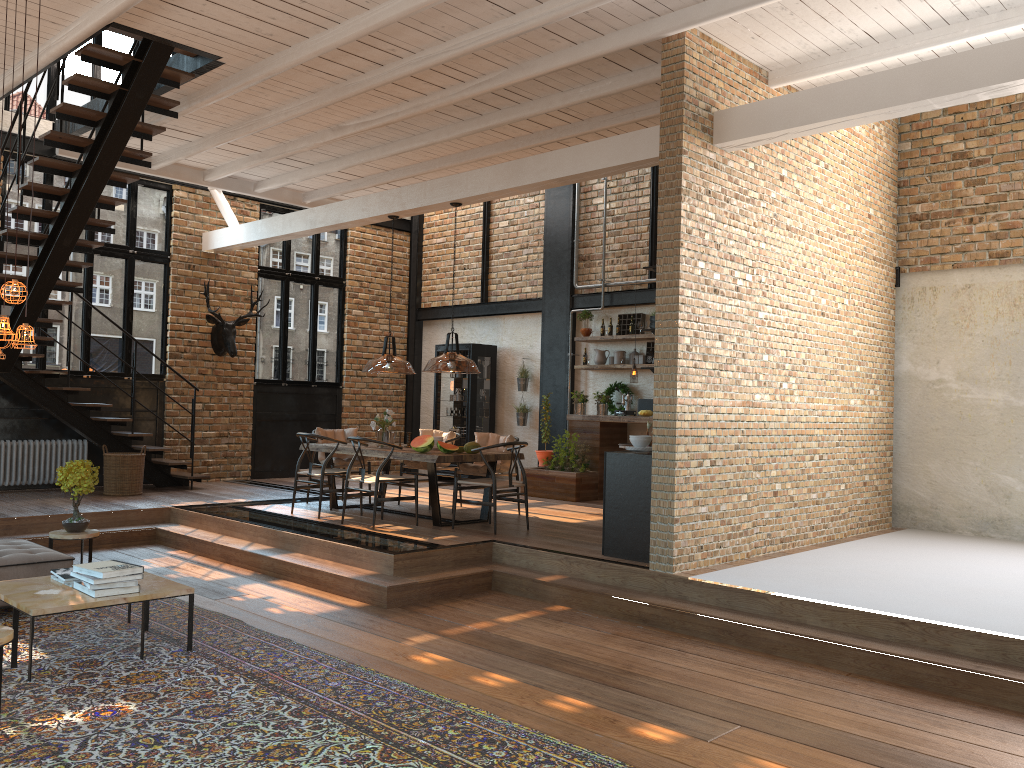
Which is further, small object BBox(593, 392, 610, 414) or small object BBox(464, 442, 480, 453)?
small object BBox(593, 392, 610, 414)

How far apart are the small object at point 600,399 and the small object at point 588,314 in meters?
1.0 m

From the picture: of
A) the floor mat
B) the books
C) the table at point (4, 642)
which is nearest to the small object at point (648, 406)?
the floor mat

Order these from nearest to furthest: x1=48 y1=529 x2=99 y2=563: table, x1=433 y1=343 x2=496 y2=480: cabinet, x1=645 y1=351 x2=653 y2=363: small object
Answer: x1=48 y1=529 x2=99 y2=563: table
x1=645 y1=351 x2=653 y2=363: small object
x1=433 y1=343 x2=496 y2=480: cabinet

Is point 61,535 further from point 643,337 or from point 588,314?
point 588,314

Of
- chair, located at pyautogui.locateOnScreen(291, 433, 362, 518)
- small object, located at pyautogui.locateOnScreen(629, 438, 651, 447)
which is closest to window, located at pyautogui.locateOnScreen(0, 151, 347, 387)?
chair, located at pyautogui.locateOnScreen(291, 433, 362, 518)

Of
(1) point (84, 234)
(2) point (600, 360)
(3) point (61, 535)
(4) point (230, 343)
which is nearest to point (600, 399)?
(2) point (600, 360)

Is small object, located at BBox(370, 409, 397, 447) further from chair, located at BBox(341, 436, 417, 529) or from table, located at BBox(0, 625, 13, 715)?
table, located at BBox(0, 625, 13, 715)

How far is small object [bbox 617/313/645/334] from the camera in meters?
11.9 m

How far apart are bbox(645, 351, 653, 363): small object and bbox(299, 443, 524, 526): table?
3.35m
